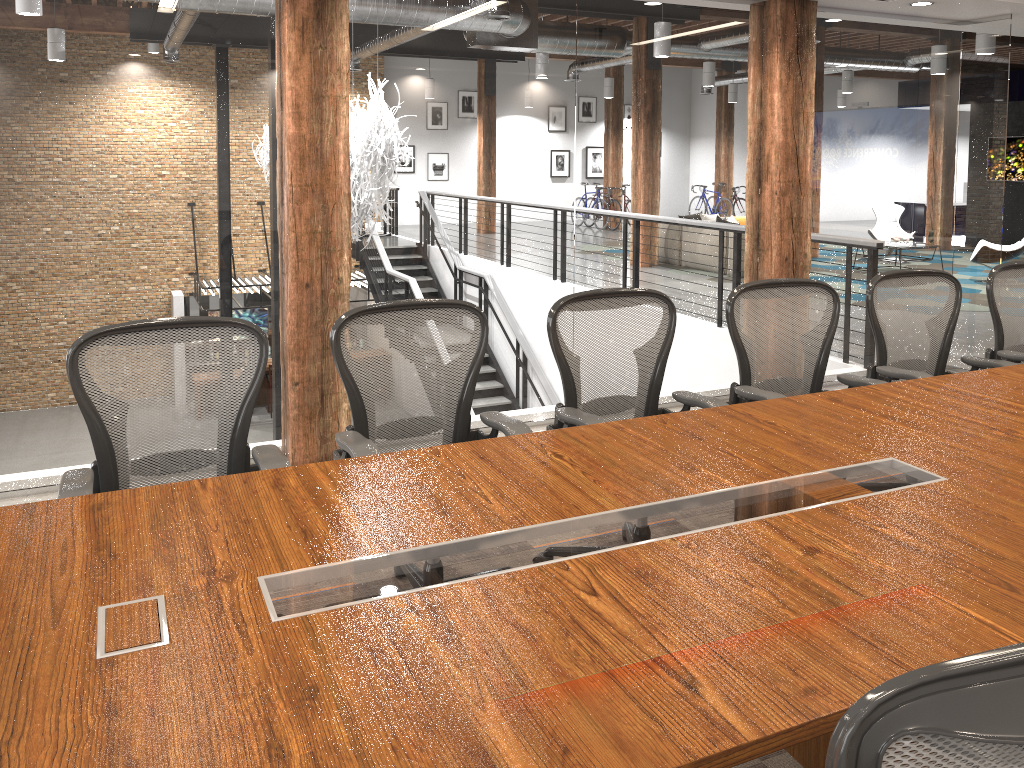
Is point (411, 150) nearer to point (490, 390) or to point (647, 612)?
point (490, 390)

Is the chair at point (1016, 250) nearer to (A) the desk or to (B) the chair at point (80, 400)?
(A) the desk

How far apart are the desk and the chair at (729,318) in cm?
29

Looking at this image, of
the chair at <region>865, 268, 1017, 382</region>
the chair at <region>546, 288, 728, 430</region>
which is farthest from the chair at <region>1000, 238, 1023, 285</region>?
the chair at <region>546, 288, 728, 430</region>

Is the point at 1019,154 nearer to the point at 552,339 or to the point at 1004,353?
the point at 1004,353

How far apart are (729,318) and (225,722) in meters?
2.7

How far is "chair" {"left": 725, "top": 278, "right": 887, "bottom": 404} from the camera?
3.59m

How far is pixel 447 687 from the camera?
1.5 meters

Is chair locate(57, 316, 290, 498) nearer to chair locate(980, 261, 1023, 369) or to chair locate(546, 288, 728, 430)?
chair locate(546, 288, 728, 430)

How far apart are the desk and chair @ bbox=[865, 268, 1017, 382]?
0.30m
